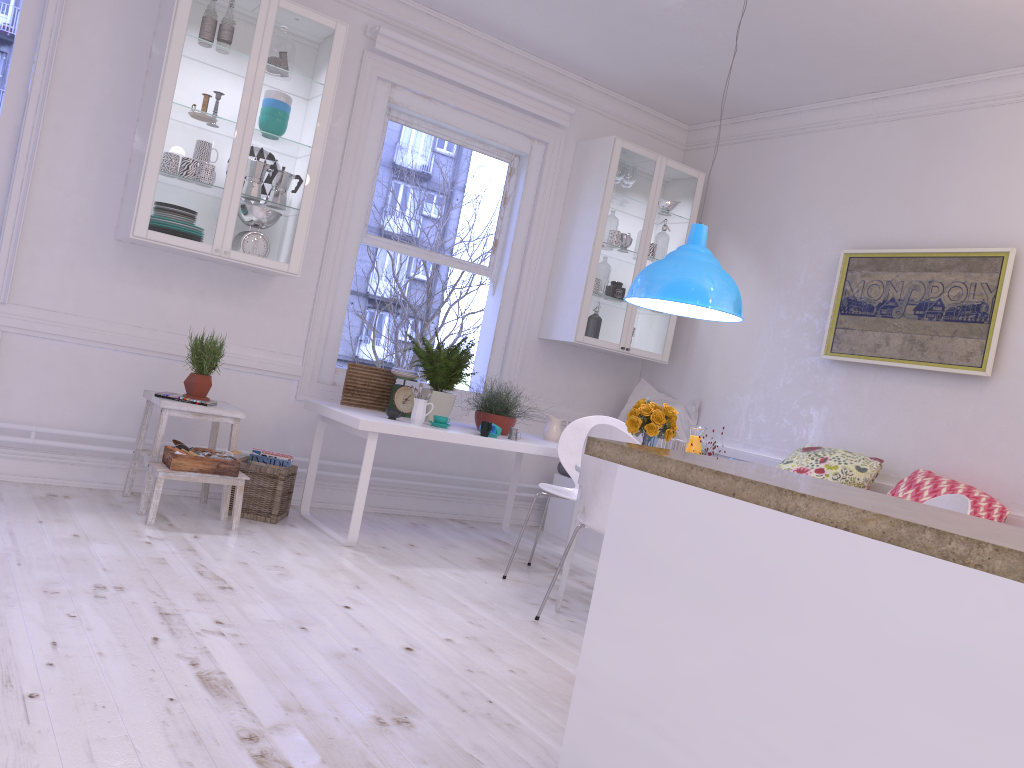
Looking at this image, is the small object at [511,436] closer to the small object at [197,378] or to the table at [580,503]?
the table at [580,503]

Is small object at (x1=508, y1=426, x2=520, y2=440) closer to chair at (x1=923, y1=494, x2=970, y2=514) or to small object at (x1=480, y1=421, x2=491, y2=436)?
small object at (x1=480, y1=421, x2=491, y2=436)

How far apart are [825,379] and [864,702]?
3.84m

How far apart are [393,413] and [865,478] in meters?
2.4

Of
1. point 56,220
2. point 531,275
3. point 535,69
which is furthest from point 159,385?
point 535,69

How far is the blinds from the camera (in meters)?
4.96

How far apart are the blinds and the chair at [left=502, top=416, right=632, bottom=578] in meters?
2.1 m

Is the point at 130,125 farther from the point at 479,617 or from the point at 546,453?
the point at 479,617

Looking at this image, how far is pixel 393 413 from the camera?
4.45m

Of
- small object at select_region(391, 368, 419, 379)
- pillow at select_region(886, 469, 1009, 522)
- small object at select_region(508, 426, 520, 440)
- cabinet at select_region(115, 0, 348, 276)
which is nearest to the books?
small object at select_region(391, 368, 419, 379)
